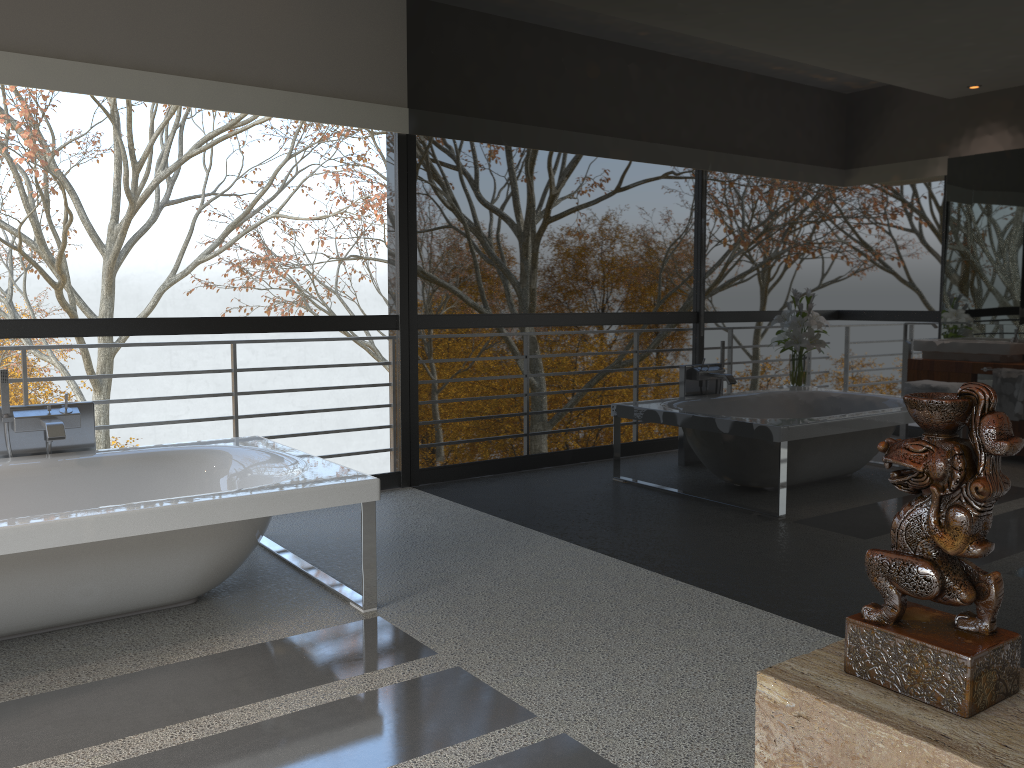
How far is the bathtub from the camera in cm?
285

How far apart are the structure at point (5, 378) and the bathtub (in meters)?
0.11

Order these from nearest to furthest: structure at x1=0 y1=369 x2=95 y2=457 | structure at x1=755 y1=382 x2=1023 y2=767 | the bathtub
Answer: structure at x1=755 y1=382 x2=1023 y2=767
the bathtub
structure at x1=0 y1=369 x2=95 y2=457

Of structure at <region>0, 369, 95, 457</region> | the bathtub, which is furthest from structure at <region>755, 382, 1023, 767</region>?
structure at <region>0, 369, 95, 457</region>

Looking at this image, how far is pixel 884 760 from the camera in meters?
1.0

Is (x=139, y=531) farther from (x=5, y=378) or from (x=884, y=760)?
(x=884, y=760)

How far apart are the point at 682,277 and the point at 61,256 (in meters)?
13.60

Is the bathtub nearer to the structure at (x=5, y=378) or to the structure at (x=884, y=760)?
the structure at (x=5, y=378)

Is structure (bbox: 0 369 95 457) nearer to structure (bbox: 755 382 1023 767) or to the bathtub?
the bathtub

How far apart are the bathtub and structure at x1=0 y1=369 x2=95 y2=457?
0.1m
